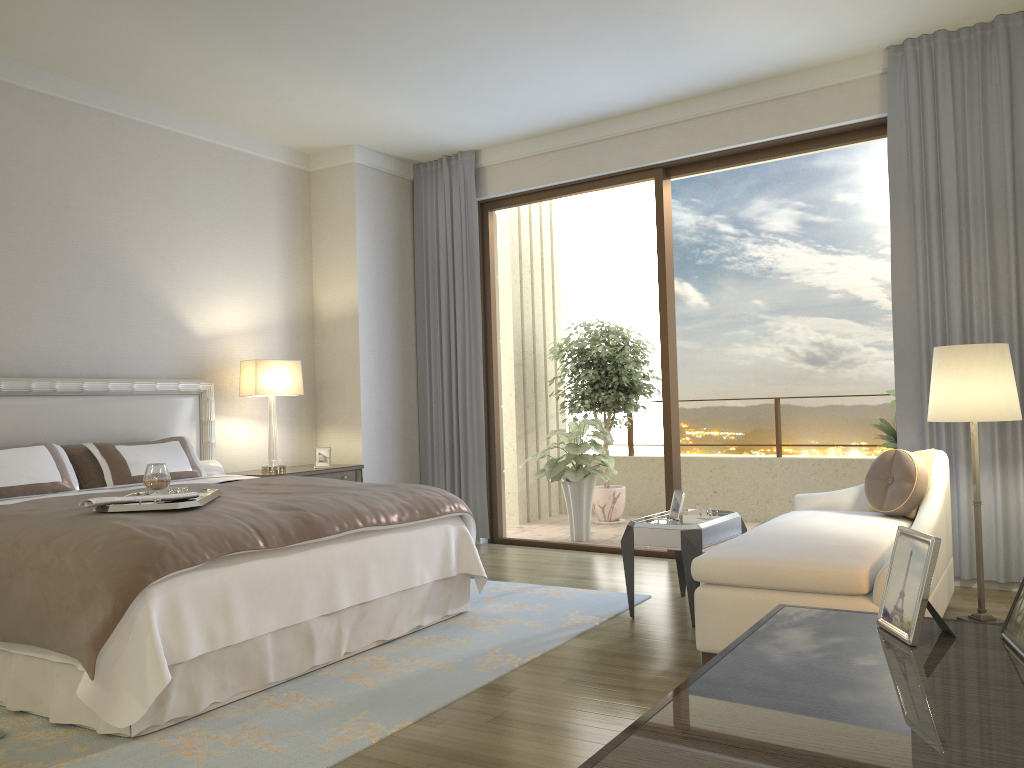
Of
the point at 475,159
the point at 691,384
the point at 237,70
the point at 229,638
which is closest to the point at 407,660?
the point at 229,638

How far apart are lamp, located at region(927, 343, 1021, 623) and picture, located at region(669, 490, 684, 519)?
1.2m

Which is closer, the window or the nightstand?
the window

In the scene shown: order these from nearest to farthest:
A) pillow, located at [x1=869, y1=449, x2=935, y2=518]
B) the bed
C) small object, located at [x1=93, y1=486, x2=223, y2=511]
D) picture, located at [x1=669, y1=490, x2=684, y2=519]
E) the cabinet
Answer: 1. the cabinet
2. the bed
3. small object, located at [x1=93, y1=486, x2=223, y2=511]
4. pillow, located at [x1=869, y1=449, x2=935, y2=518]
5. picture, located at [x1=669, y1=490, x2=684, y2=519]

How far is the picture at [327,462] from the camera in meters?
6.3 m

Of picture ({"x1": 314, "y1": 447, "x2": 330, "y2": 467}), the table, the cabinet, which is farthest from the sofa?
picture ({"x1": 314, "y1": 447, "x2": 330, "y2": 467})

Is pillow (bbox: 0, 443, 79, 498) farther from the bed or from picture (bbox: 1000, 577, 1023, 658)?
picture (bbox: 1000, 577, 1023, 658)

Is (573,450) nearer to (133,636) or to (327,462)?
(327,462)

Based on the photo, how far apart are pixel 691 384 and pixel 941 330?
5.4 meters

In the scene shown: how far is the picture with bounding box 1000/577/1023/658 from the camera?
1.23m
